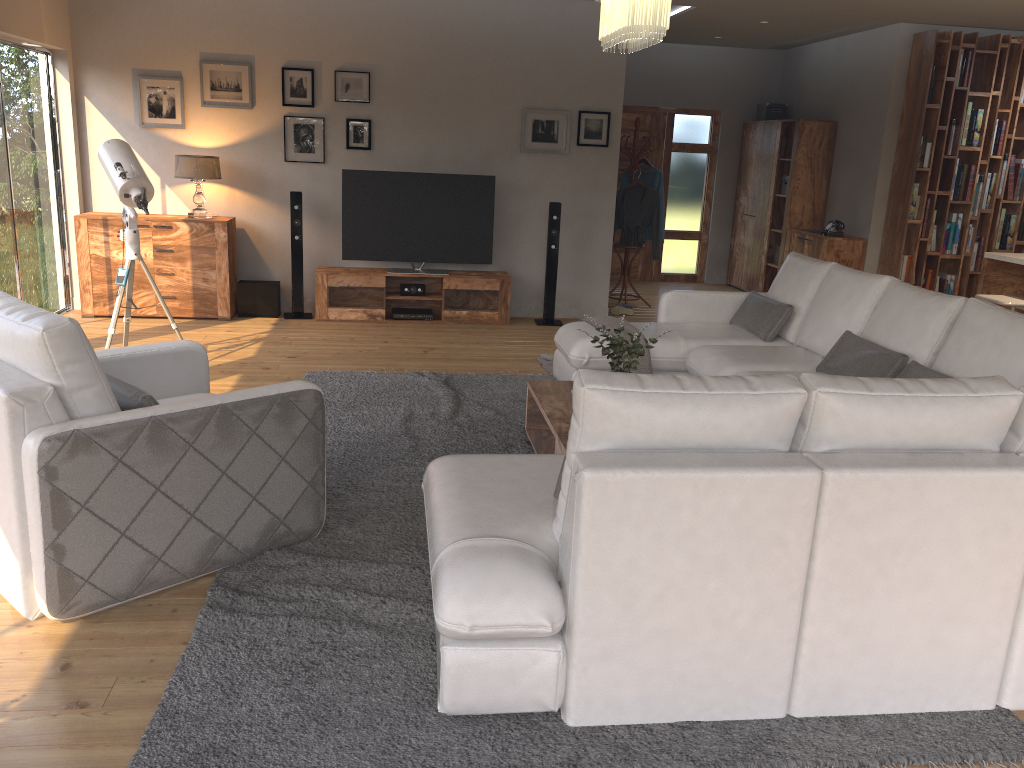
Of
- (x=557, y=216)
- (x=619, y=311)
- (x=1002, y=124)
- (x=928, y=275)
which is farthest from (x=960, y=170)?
(x=557, y=216)

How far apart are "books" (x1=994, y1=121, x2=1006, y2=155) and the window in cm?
826

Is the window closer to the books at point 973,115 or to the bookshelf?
the bookshelf

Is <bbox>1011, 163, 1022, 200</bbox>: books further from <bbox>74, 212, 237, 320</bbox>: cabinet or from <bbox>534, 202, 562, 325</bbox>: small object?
<bbox>74, 212, 237, 320</bbox>: cabinet

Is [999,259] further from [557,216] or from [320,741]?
[320,741]

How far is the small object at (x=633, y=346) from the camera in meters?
3.9

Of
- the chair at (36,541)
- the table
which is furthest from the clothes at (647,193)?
the chair at (36,541)

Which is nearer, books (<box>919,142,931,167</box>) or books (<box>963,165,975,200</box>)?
books (<box>919,142,931,167</box>)

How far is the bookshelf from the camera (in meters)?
7.93

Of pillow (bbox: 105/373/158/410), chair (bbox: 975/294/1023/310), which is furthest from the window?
chair (bbox: 975/294/1023/310)
